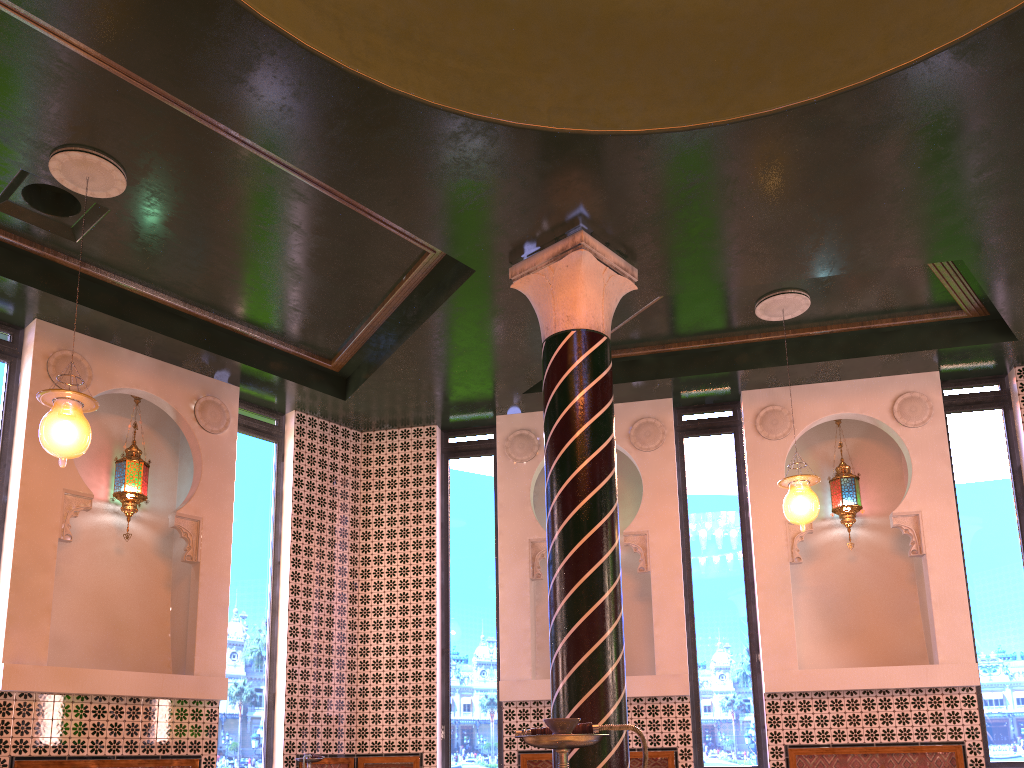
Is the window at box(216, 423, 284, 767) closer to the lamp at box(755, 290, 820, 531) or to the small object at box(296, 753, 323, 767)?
the small object at box(296, 753, 323, 767)

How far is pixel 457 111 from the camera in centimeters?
604cm

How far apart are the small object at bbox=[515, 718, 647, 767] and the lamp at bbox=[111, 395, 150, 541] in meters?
7.0 m

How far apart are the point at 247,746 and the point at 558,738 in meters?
7.3

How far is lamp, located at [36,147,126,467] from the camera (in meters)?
5.91

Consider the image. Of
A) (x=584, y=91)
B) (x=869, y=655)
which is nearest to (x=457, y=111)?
→ (x=584, y=91)

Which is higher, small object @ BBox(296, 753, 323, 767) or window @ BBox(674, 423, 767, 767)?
window @ BBox(674, 423, 767, 767)

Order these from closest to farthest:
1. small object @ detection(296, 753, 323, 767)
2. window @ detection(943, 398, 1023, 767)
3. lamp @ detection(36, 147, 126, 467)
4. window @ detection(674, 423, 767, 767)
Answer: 1. lamp @ detection(36, 147, 126, 467)
2. small object @ detection(296, 753, 323, 767)
3. window @ detection(943, 398, 1023, 767)
4. window @ detection(674, 423, 767, 767)

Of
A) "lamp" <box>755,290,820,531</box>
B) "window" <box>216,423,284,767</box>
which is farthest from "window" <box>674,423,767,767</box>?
"window" <box>216,423,284,767</box>

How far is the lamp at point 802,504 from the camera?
7.9 meters
